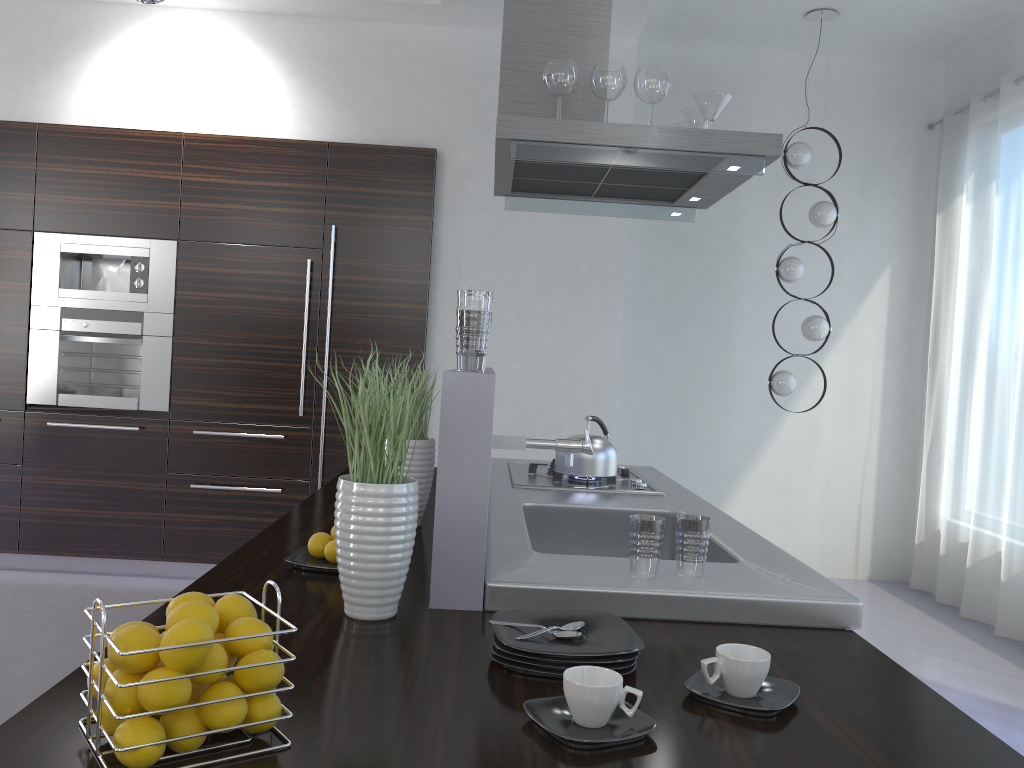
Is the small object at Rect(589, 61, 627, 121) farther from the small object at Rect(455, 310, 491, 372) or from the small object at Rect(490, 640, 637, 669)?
the small object at Rect(490, 640, 637, 669)

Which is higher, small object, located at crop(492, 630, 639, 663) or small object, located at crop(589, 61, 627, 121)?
small object, located at crop(589, 61, 627, 121)

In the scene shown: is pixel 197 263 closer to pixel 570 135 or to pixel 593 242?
pixel 593 242

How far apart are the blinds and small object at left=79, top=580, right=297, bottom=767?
4.68m

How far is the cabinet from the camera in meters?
4.9 m

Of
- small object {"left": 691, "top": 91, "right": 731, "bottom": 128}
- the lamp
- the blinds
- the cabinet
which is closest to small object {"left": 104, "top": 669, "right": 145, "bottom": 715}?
small object {"left": 691, "top": 91, "right": 731, "bottom": 128}

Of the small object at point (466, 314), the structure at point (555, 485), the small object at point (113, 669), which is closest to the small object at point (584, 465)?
the structure at point (555, 485)

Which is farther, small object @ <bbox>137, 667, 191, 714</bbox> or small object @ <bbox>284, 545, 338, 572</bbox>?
small object @ <bbox>284, 545, 338, 572</bbox>

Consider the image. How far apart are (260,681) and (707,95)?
2.5 meters

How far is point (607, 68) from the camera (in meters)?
2.87
